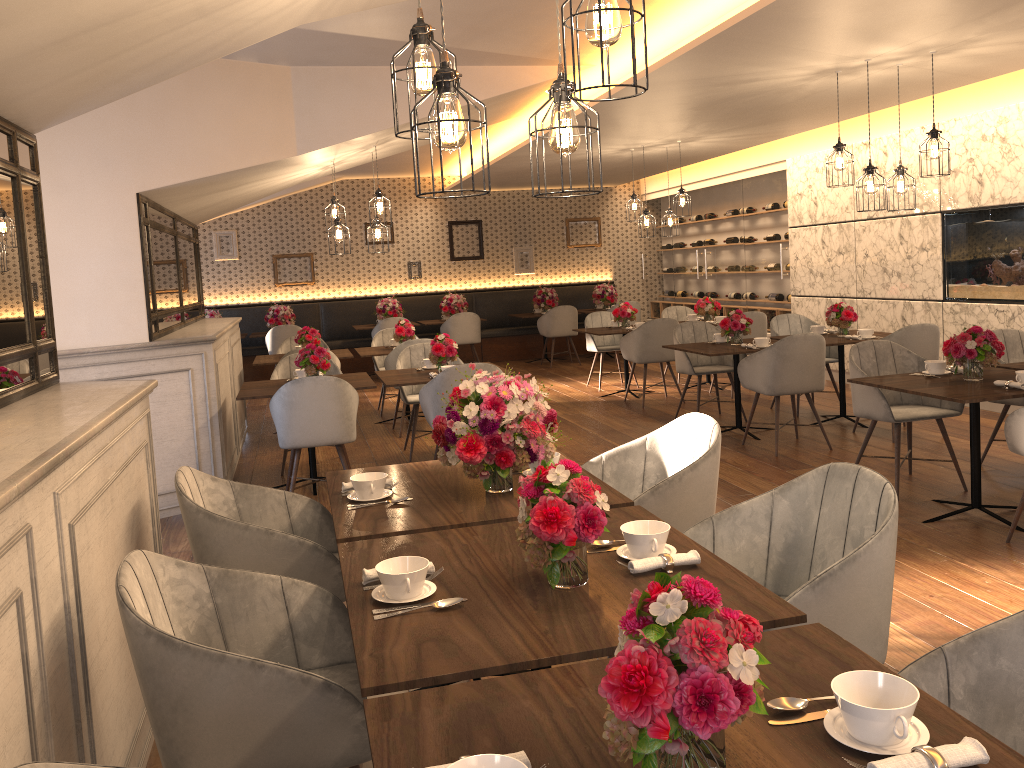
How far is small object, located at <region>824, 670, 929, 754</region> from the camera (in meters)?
1.30

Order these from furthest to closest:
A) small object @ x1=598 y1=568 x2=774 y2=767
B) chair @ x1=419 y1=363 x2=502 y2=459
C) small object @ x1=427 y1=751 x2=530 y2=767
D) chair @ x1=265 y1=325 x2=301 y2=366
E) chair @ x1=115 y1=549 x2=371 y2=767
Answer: chair @ x1=265 y1=325 x2=301 y2=366 < chair @ x1=419 y1=363 x2=502 y2=459 < chair @ x1=115 y1=549 x2=371 y2=767 < small object @ x1=427 y1=751 x2=530 y2=767 < small object @ x1=598 y1=568 x2=774 y2=767

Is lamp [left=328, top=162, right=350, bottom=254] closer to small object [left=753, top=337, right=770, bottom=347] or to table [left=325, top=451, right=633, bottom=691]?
small object [left=753, top=337, right=770, bottom=347]

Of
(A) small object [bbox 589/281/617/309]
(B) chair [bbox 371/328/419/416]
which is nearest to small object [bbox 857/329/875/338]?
(B) chair [bbox 371/328/419/416]

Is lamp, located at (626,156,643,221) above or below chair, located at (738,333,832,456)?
above

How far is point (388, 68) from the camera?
6.16m

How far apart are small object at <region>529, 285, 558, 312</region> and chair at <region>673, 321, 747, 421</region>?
5.11m

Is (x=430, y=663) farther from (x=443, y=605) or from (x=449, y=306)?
(x=449, y=306)

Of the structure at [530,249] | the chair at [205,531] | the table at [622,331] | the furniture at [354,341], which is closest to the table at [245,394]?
the chair at [205,531]

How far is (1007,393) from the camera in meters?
4.2 m
